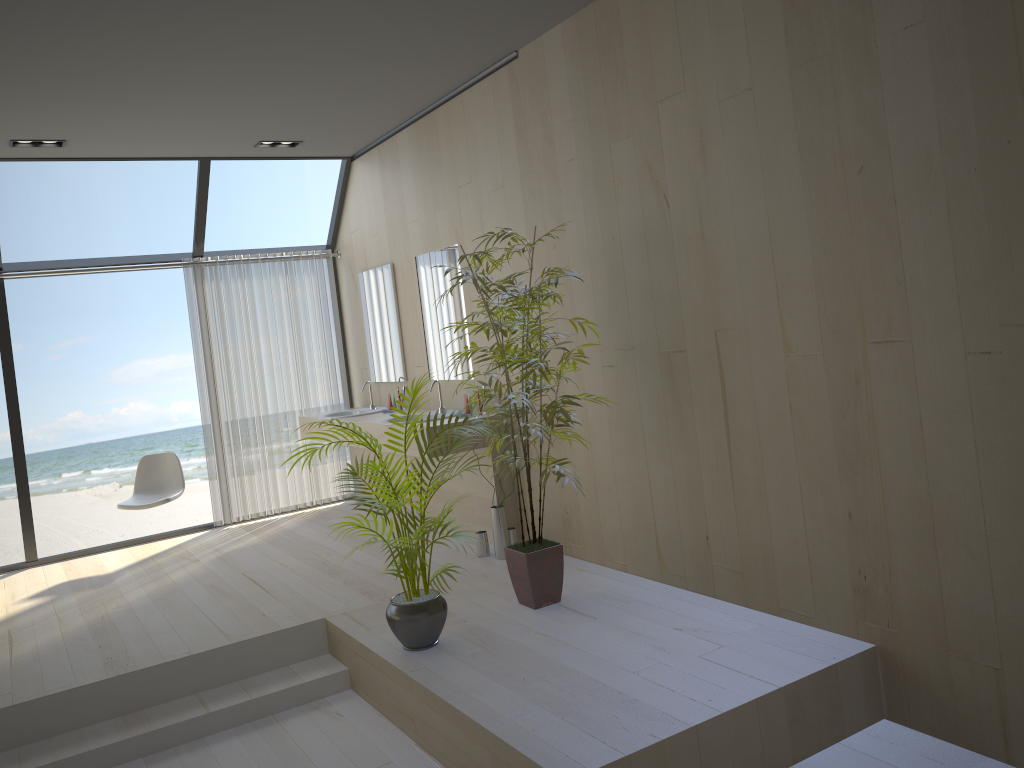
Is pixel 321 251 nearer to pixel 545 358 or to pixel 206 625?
pixel 545 358

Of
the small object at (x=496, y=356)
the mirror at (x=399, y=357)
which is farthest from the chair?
the small object at (x=496, y=356)

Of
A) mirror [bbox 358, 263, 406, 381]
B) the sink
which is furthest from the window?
the sink

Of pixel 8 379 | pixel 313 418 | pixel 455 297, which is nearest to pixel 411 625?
pixel 455 297

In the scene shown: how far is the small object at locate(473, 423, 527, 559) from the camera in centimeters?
499cm

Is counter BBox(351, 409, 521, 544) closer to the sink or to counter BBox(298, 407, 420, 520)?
counter BBox(298, 407, 420, 520)

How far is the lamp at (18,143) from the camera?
5.4 meters

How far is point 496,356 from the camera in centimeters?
397cm

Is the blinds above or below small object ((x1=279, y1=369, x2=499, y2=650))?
above

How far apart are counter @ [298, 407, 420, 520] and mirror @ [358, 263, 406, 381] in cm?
55
